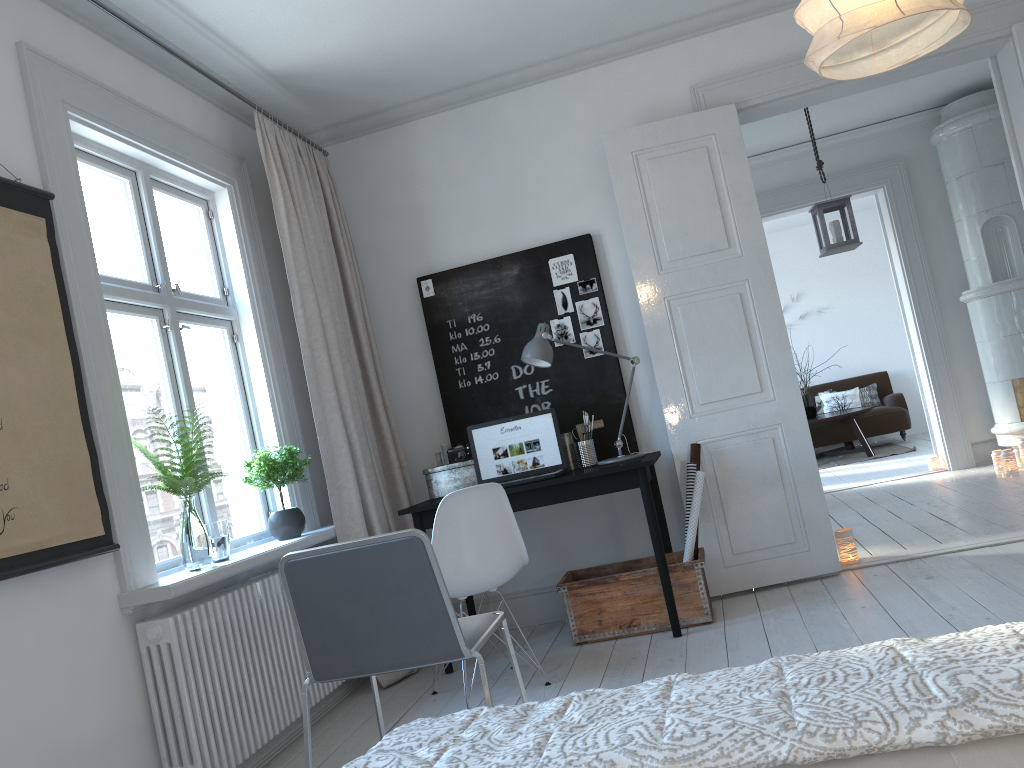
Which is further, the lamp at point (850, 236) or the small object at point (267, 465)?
the lamp at point (850, 236)

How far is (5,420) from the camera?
2.39m

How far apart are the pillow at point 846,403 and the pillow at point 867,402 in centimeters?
10cm

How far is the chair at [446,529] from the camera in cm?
335

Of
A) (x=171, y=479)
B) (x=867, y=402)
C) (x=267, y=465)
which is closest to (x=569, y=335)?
(x=267, y=465)

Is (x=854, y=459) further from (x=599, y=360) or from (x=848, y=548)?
(x=599, y=360)

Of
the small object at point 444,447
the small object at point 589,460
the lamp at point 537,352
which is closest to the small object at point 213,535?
the small object at point 444,447

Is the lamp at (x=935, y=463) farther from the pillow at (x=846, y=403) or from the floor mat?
the pillow at (x=846, y=403)

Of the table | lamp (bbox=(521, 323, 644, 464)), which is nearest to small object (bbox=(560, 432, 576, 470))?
lamp (bbox=(521, 323, 644, 464))

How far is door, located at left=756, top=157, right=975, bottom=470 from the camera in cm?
696
